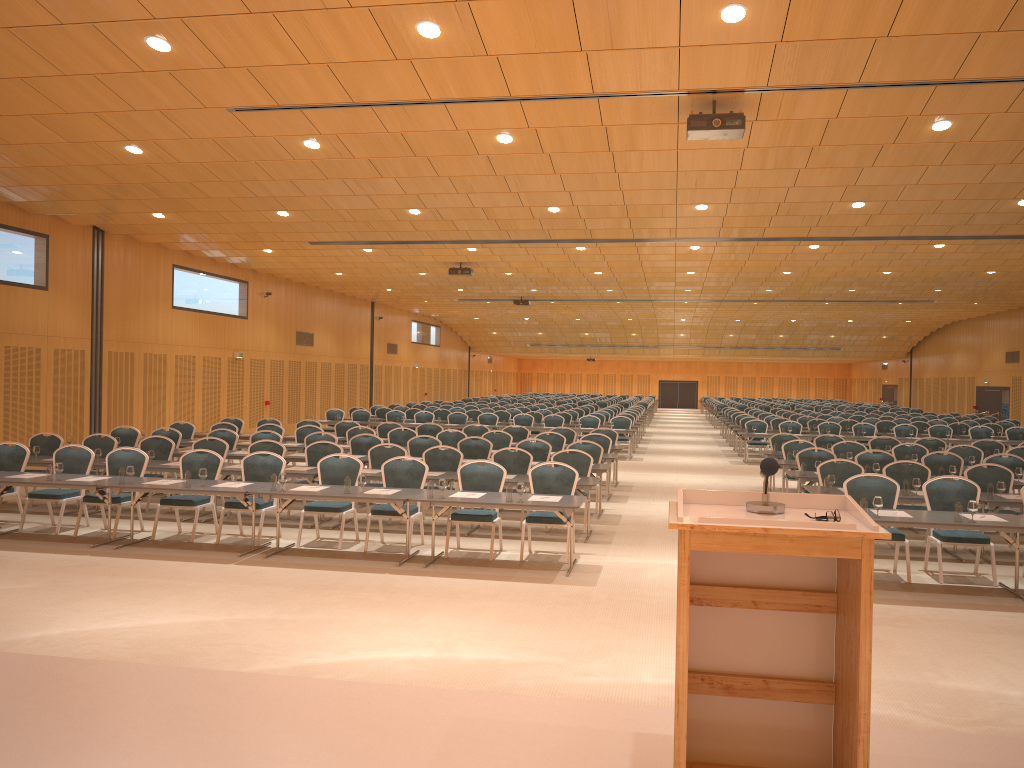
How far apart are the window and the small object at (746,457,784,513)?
35.8 meters

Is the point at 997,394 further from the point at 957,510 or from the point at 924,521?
the point at 924,521

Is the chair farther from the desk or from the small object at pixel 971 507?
the small object at pixel 971 507

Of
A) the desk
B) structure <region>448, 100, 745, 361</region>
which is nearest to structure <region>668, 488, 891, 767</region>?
the desk

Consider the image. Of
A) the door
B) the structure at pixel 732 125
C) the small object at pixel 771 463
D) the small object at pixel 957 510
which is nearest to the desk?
the small object at pixel 957 510

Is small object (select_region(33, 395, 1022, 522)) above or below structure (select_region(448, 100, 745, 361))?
below

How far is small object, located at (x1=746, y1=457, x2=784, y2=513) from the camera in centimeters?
346cm

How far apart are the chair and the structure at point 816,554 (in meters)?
6.42

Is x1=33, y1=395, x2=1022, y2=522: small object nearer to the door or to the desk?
the desk

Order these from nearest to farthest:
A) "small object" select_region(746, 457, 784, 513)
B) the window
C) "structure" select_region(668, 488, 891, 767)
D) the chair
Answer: "structure" select_region(668, 488, 891, 767) → "small object" select_region(746, 457, 784, 513) → the chair → the window
